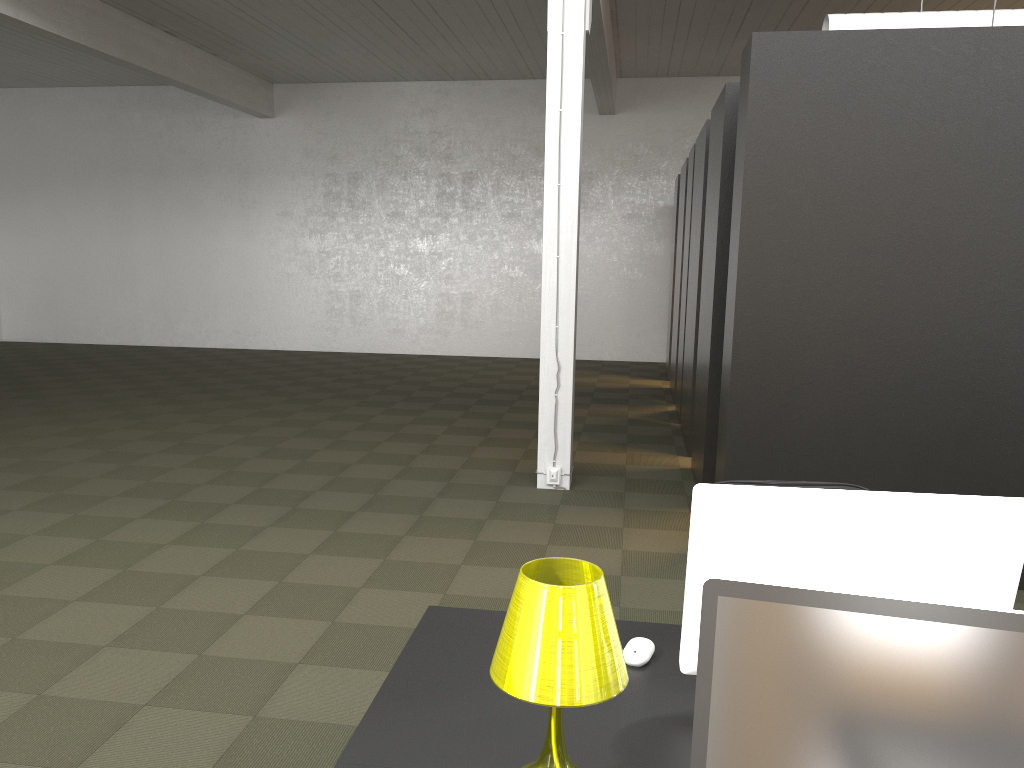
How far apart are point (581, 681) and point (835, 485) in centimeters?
180cm

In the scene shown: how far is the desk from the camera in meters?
1.7

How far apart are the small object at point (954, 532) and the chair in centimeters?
118cm

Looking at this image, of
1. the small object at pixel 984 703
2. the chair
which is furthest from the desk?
the chair

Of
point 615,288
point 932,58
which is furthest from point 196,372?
point 932,58

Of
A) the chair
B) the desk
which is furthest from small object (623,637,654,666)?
the chair

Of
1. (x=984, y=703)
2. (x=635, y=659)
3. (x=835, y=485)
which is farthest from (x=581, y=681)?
(x=835, y=485)

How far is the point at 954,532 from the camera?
1.7m

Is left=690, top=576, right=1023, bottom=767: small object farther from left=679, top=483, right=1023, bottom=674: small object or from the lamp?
left=679, top=483, right=1023, bottom=674: small object

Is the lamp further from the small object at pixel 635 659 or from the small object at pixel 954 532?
the small object at pixel 635 659
